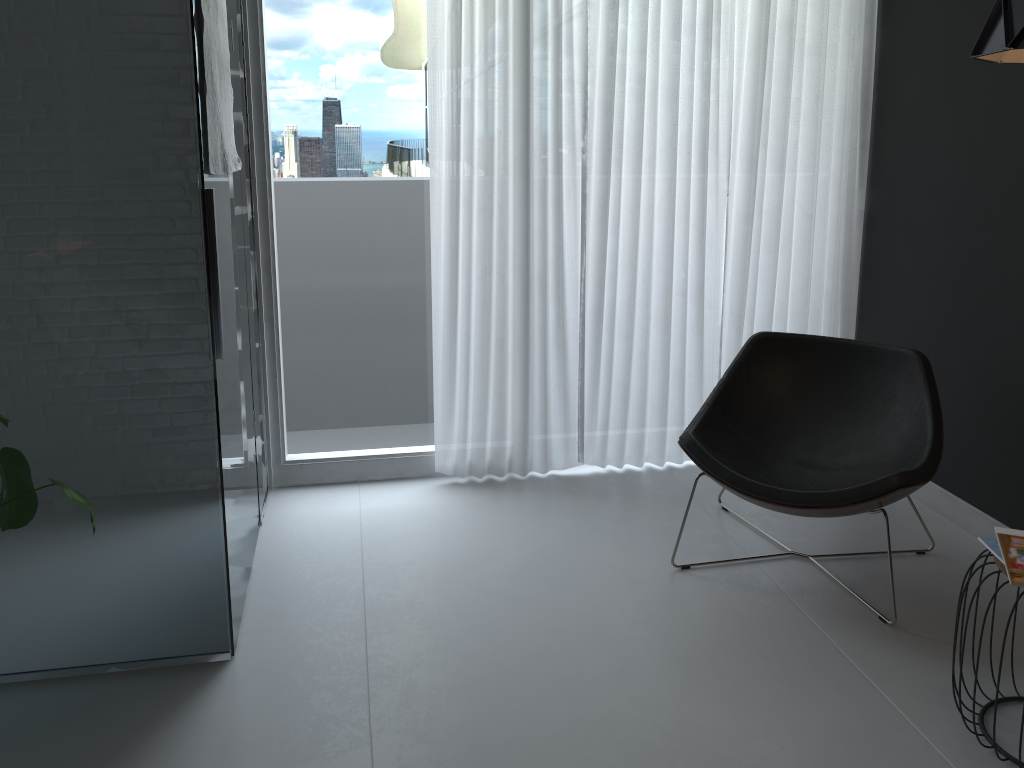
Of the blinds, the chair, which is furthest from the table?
the blinds

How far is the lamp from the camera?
1.7 meters

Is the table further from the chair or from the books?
the chair

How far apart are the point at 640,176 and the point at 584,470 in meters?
1.2

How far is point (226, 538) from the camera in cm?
239

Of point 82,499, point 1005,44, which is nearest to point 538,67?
point 1005,44

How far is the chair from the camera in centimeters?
264cm

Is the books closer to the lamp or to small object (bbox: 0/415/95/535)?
the lamp

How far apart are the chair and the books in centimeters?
34cm

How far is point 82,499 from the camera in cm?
A: 185
